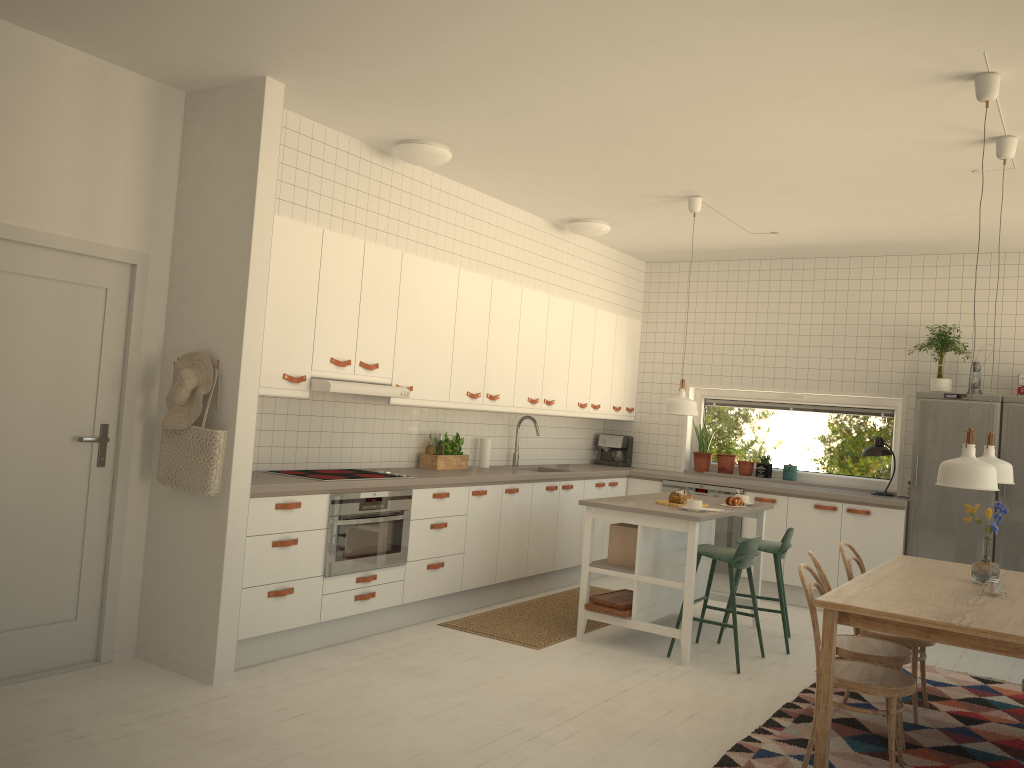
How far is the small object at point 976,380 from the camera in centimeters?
659cm

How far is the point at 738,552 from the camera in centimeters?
513cm

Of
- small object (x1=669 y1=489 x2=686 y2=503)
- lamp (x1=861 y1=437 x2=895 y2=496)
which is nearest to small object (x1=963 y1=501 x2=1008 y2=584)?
small object (x1=669 y1=489 x2=686 y2=503)

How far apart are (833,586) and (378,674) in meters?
4.0 m

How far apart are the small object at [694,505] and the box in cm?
37

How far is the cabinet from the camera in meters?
4.7

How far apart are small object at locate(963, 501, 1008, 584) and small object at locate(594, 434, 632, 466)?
4.33m

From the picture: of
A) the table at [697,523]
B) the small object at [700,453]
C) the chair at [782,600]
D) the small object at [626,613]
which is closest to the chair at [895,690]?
the table at [697,523]

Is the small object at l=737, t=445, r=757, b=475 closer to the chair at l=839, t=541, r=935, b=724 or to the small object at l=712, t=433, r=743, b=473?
the small object at l=712, t=433, r=743, b=473

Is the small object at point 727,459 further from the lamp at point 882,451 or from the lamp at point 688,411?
the lamp at point 688,411
